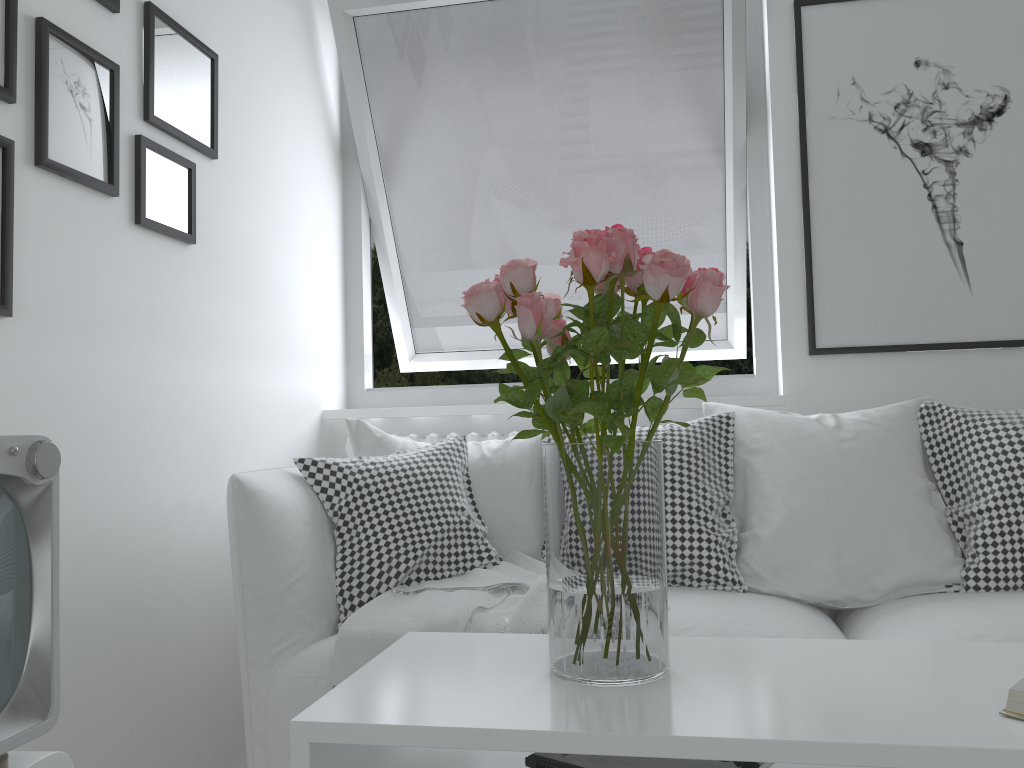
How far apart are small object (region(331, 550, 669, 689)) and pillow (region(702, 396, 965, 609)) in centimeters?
47cm

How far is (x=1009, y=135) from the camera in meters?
2.5 m

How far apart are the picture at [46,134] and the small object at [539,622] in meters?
1.0

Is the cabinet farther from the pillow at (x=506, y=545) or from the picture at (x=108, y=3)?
the picture at (x=108, y=3)

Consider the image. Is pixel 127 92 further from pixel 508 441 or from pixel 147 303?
pixel 508 441

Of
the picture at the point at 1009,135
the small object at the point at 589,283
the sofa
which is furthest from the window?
the small object at the point at 589,283

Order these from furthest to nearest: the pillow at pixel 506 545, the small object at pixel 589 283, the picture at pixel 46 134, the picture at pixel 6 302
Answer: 1. the pillow at pixel 506 545
2. the picture at pixel 46 134
3. the picture at pixel 6 302
4. the small object at pixel 589 283

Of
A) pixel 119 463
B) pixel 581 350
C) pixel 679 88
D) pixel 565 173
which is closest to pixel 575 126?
pixel 565 173

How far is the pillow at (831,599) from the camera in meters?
2.0 m

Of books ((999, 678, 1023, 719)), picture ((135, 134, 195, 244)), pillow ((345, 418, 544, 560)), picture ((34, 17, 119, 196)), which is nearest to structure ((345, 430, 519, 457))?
pillow ((345, 418, 544, 560))
